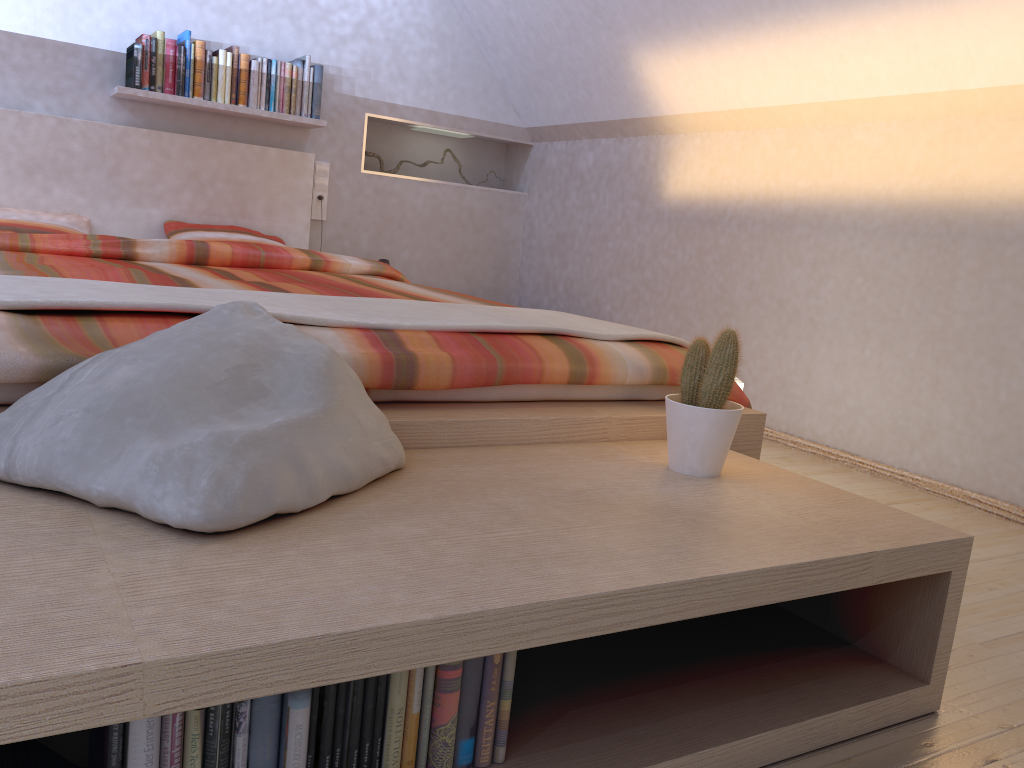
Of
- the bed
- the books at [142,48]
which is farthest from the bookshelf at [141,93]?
the bed

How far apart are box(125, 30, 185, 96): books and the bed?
0.19m

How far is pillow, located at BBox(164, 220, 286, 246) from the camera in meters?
3.9

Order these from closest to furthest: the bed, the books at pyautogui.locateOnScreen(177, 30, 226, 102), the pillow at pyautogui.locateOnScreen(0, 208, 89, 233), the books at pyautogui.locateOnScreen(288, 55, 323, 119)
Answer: the bed, the pillow at pyautogui.locateOnScreen(0, 208, 89, 233), the books at pyautogui.locateOnScreen(177, 30, 226, 102), the books at pyautogui.locateOnScreen(288, 55, 323, 119)

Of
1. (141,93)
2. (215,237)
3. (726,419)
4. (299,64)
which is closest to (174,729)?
(726,419)

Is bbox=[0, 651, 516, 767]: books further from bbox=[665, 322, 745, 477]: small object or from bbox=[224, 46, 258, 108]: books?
bbox=[224, 46, 258, 108]: books

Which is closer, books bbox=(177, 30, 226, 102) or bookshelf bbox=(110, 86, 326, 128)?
bookshelf bbox=(110, 86, 326, 128)

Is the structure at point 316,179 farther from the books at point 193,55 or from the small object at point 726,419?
the small object at point 726,419

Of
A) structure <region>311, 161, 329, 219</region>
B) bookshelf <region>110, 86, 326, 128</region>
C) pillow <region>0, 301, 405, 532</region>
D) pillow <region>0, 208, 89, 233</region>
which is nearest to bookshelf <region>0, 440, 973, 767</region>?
pillow <region>0, 301, 405, 532</region>

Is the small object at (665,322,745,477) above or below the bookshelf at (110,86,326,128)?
below
